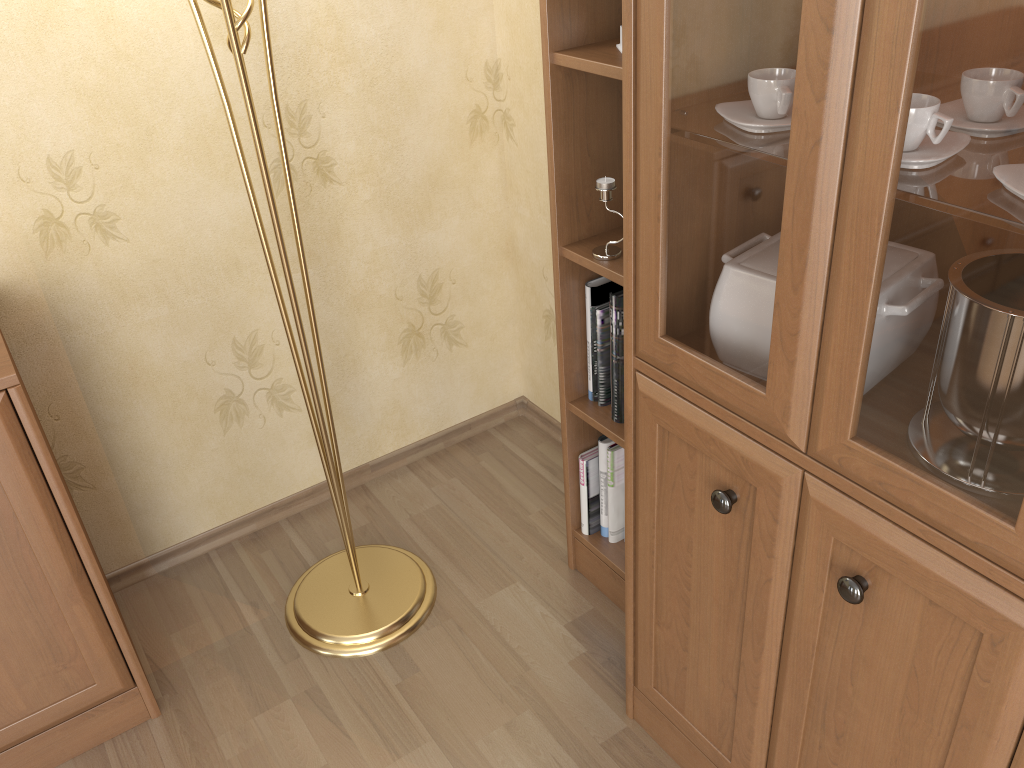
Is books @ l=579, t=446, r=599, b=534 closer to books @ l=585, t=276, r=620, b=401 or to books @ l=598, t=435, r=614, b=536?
books @ l=598, t=435, r=614, b=536

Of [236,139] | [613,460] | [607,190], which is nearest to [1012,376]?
[607,190]

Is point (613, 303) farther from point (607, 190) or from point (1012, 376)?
point (1012, 376)

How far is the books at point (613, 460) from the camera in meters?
1.9

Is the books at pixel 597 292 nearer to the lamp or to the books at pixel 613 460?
the books at pixel 613 460

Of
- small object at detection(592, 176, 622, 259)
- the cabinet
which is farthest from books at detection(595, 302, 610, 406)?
the cabinet

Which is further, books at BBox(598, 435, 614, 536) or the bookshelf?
books at BBox(598, 435, 614, 536)

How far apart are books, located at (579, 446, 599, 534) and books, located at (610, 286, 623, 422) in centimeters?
17cm

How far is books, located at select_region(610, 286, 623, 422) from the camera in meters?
1.6

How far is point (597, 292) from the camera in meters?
1.7
